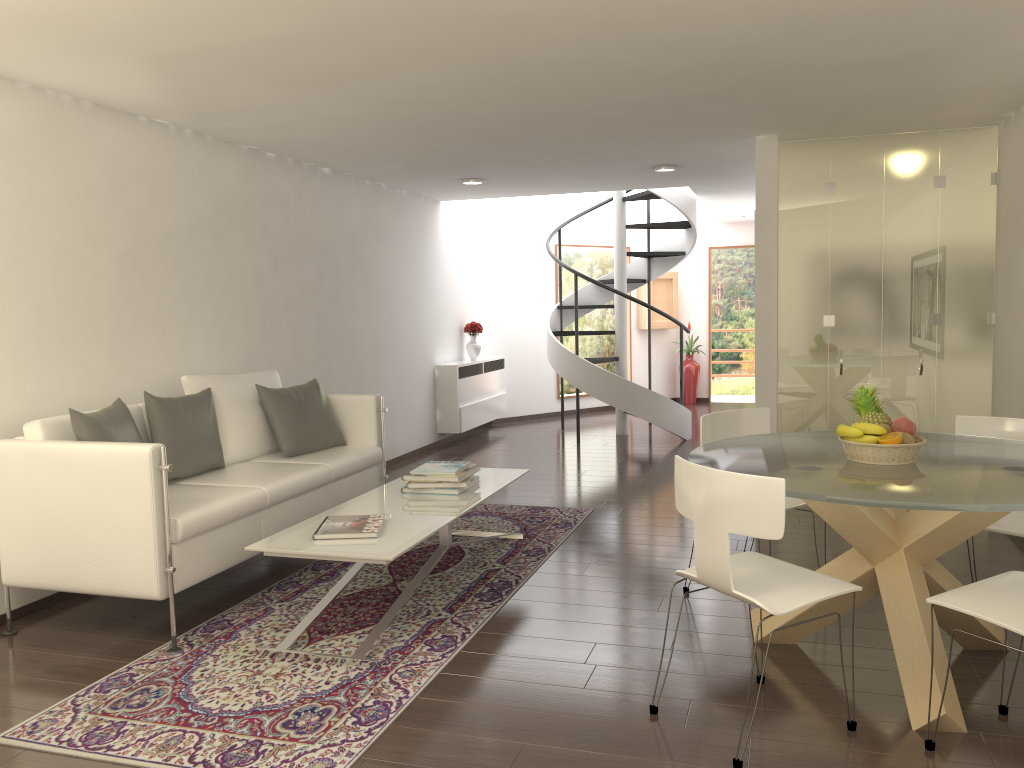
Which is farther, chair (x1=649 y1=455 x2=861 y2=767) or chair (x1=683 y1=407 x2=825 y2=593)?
chair (x1=683 y1=407 x2=825 y2=593)

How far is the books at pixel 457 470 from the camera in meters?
5.4 m

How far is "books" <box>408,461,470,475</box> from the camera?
5.4m

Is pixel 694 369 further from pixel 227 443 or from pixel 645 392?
pixel 227 443

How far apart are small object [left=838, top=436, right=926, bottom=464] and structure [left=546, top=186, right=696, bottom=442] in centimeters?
635cm

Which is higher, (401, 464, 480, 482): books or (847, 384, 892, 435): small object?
(847, 384, 892, 435): small object

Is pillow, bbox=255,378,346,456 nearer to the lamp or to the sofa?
the sofa

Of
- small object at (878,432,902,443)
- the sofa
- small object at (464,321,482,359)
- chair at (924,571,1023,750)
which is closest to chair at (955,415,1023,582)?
chair at (924,571,1023,750)

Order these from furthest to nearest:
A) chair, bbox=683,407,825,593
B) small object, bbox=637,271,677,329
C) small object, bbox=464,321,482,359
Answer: small object, bbox=637,271,677,329
small object, bbox=464,321,482,359
chair, bbox=683,407,825,593

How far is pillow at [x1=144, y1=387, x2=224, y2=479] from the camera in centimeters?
509cm
